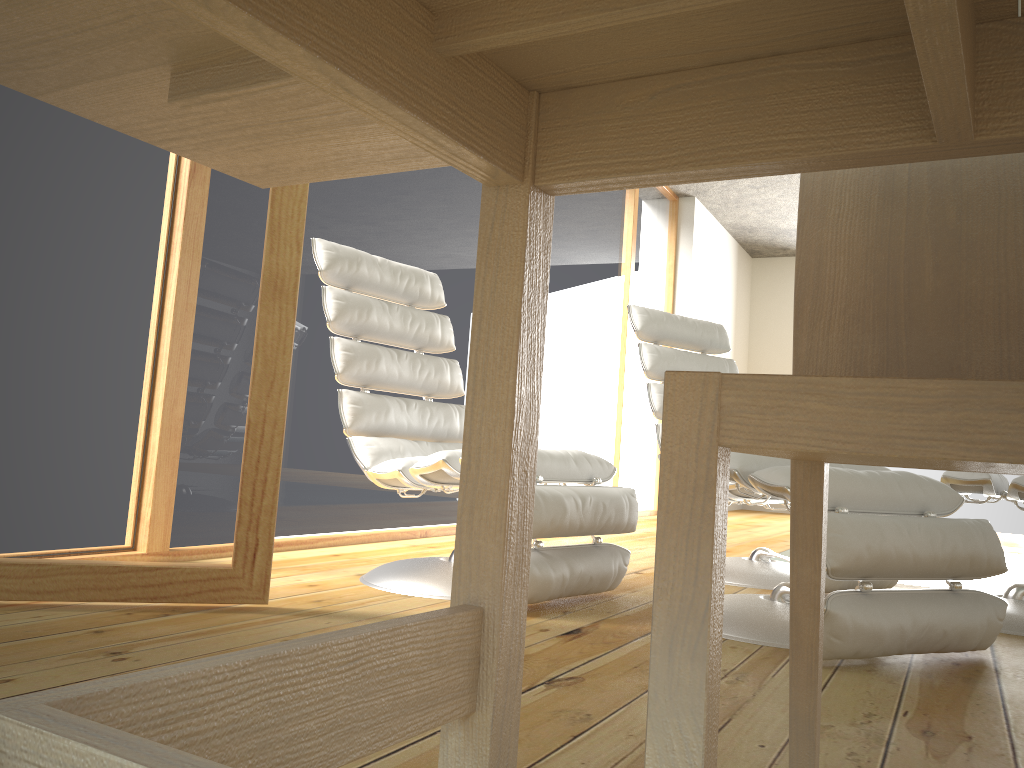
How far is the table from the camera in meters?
0.6

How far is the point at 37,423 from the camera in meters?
1.8 m

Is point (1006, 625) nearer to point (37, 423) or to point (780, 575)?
point (780, 575)

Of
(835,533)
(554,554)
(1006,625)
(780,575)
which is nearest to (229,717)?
(835,533)

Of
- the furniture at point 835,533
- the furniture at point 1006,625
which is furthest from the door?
the furniture at point 1006,625

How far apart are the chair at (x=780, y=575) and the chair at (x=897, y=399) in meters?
1.9

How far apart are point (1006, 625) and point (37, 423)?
2.4 meters

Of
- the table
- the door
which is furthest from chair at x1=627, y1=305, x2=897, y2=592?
the table

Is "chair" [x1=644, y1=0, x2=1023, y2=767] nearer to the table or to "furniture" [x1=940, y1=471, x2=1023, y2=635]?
the table

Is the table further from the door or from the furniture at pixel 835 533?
the furniture at pixel 835 533
